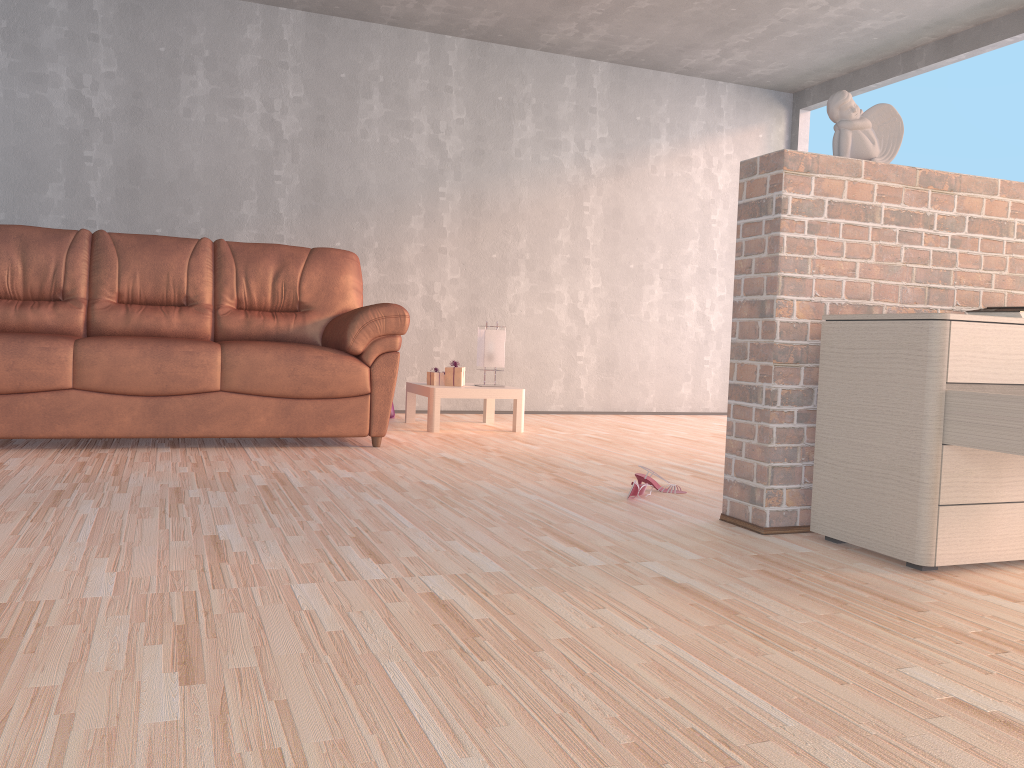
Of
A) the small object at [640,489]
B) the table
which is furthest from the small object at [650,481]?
the table

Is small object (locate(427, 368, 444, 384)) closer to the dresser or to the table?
the table

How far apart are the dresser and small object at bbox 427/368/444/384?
2.8 meters

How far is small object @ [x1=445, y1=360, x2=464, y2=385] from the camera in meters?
4.9 m

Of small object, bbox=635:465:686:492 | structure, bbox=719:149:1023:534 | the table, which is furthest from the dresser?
the table

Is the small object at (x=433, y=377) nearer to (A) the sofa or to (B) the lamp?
(B) the lamp

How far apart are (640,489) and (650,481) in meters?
0.2 m

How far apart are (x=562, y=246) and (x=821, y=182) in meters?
3.8

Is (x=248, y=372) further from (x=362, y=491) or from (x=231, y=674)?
(x=231, y=674)

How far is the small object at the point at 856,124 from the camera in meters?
2.6 m
